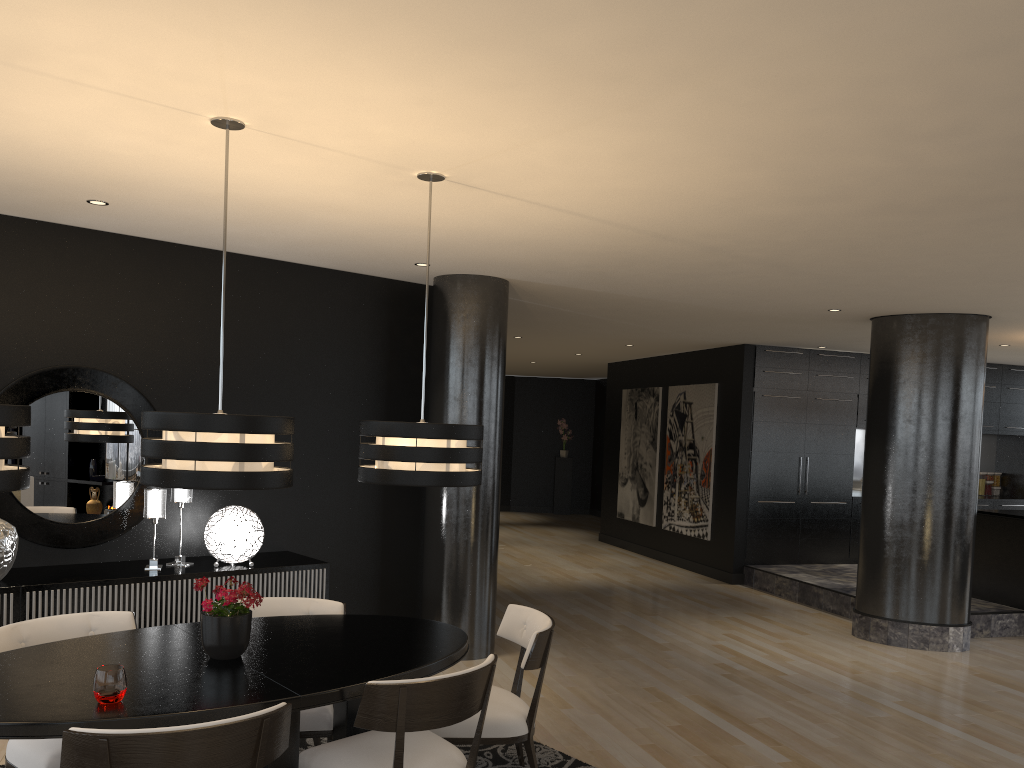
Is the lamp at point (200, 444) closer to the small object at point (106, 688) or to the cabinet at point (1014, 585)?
the small object at point (106, 688)

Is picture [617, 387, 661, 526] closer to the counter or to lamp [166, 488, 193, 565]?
the counter

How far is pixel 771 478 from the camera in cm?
1007

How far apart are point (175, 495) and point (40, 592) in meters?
0.9

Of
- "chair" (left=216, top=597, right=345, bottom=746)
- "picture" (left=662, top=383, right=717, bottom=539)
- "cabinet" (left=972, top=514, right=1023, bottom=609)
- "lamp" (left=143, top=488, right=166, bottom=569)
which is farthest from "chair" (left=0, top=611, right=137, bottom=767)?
"picture" (left=662, top=383, right=717, bottom=539)

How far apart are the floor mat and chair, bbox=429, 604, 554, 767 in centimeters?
9cm

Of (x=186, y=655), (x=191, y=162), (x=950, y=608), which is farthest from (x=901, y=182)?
(x=950, y=608)

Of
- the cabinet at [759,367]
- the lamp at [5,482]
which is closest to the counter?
the cabinet at [759,367]

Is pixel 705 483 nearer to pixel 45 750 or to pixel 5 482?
pixel 45 750

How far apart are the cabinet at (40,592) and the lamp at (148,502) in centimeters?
6cm
